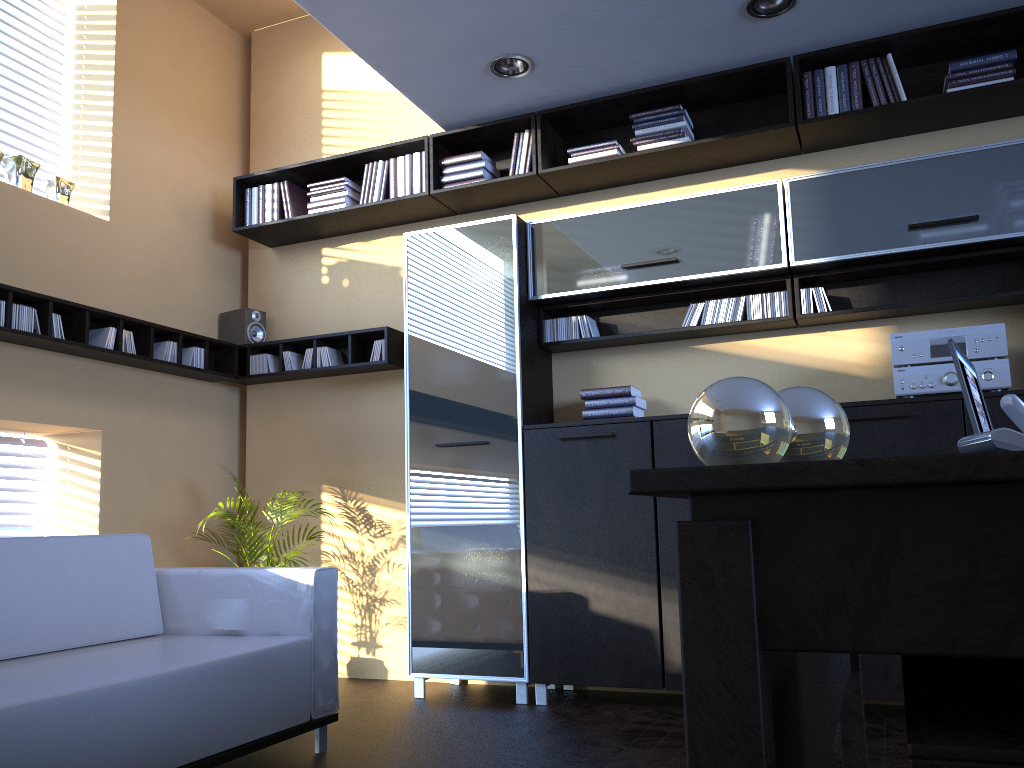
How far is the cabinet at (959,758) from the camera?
0.6m

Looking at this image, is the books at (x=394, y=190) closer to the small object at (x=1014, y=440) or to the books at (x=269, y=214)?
the books at (x=269, y=214)

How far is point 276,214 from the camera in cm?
531

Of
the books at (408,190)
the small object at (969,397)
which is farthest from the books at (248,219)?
the small object at (969,397)

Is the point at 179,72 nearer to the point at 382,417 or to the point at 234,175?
the point at 234,175

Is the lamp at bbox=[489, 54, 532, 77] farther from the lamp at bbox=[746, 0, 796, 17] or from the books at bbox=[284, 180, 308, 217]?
the books at bbox=[284, 180, 308, 217]

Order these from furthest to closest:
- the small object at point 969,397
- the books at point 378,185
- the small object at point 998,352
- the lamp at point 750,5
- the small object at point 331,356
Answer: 1. the small object at point 331,356
2. the books at point 378,185
3. the lamp at point 750,5
4. the small object at point 998,352
5. the small object at point 969,397

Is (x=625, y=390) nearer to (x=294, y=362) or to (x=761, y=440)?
(x=294, y=362)

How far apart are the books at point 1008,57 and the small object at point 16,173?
4.38m

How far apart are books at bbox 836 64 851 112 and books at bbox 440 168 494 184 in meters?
1.8
